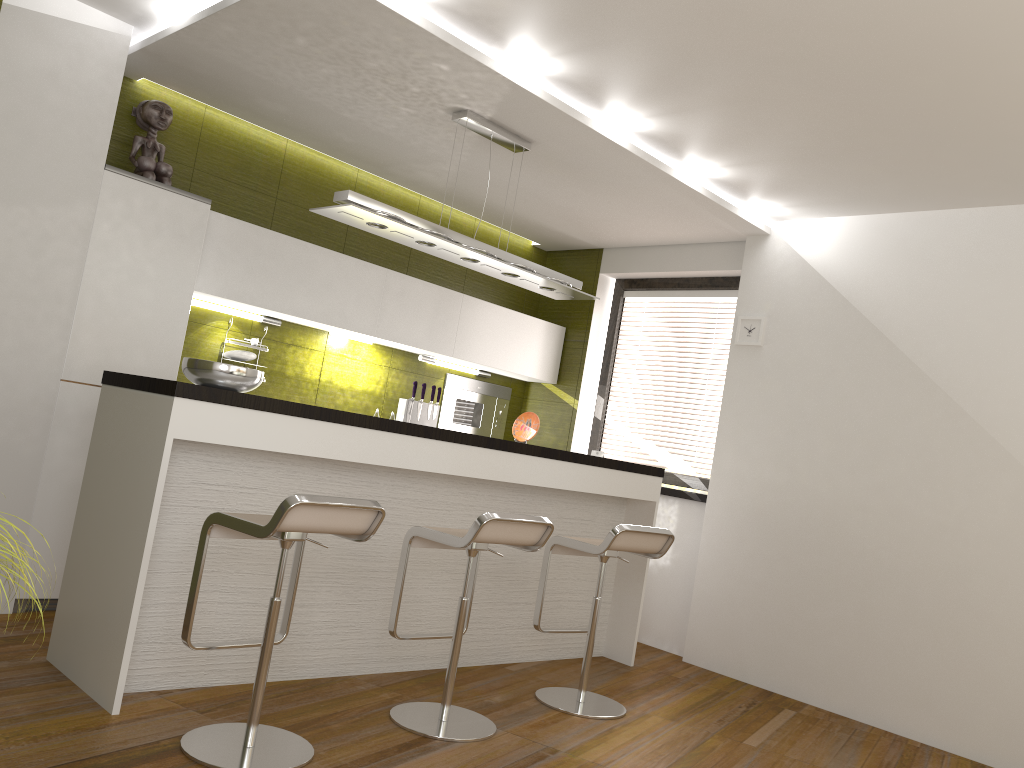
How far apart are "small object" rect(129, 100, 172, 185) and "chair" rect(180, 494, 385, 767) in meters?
2.3

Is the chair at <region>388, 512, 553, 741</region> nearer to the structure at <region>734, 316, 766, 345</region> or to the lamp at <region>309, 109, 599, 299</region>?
the lamp at <region>309, 109, 599, 299</region>

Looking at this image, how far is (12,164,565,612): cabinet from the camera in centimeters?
410cm

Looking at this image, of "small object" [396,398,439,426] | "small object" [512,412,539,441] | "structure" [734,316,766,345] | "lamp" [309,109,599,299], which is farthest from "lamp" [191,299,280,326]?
"structure" [734,316,766,345]

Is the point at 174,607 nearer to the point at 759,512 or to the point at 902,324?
the point at 759,512

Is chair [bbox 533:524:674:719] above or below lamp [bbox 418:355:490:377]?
below

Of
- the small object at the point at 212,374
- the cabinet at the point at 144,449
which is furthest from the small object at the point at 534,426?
the small object at the point at 212,374

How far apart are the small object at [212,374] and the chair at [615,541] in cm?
152

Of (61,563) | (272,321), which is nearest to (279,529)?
(61,563)

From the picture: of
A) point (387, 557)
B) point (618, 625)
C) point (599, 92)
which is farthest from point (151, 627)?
point (599, 92)
